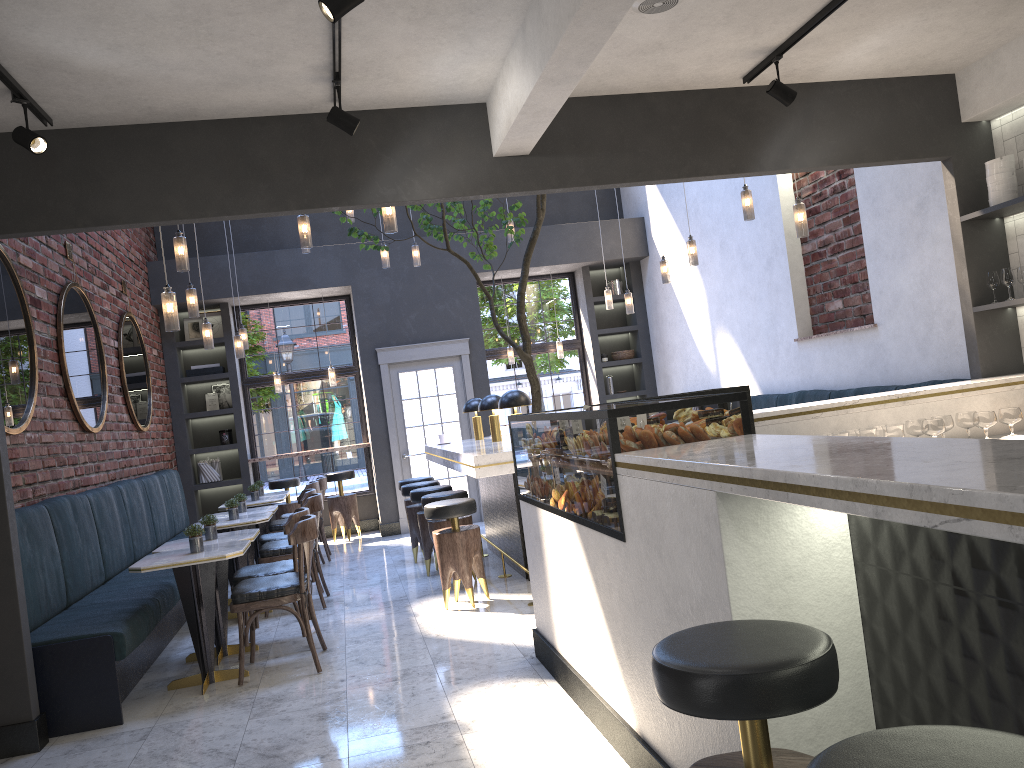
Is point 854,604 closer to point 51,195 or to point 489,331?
point 51,195

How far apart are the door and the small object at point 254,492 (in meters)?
2.19

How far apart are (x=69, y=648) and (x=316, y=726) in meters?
1.4

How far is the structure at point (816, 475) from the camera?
1.7 meters

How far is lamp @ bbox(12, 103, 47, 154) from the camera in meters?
3.9 m

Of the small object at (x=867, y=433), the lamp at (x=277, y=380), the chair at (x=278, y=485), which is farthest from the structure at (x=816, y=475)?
the lamp at (x=277, y=380)

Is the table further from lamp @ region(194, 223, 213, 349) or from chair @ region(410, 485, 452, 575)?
lamp @ region(194, 223, 213, 349)

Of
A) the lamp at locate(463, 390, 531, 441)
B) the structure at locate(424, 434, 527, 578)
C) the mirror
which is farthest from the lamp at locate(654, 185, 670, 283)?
the mirror

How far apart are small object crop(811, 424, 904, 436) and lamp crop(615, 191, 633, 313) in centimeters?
490cm

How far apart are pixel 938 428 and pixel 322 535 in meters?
6.3
